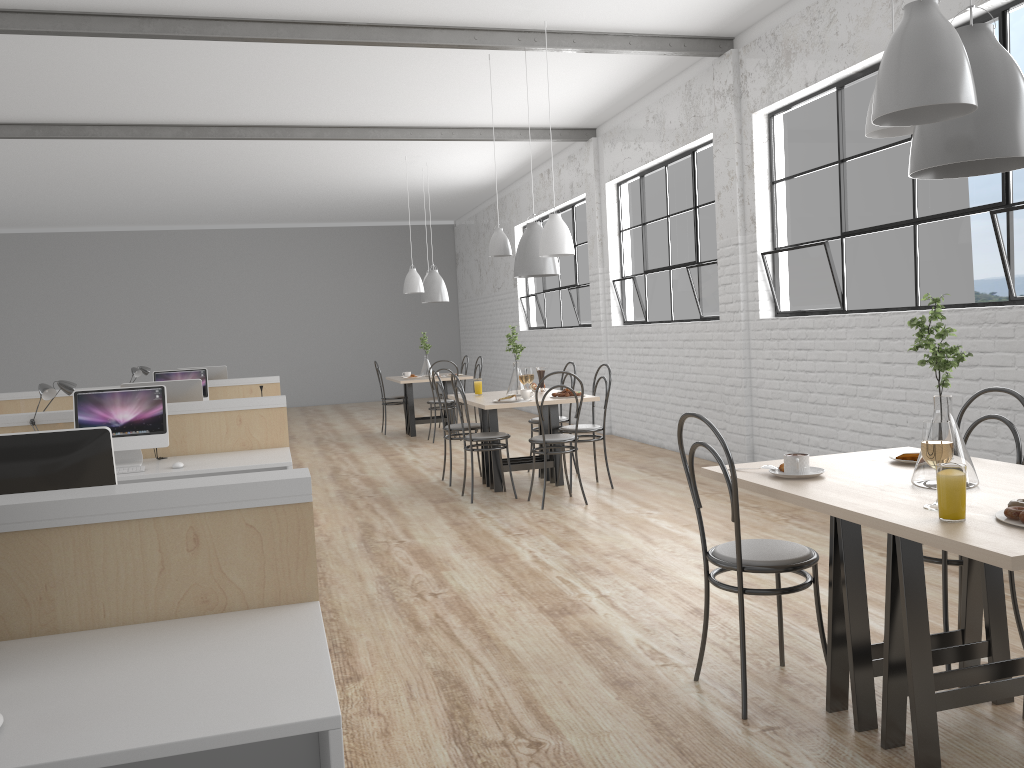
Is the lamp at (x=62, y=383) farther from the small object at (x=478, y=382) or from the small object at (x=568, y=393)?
the small object at (x=568, y=393)

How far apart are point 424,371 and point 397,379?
0.30m

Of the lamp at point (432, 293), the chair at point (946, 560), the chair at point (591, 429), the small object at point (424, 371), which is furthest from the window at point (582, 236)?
the chair at point (946, 560)

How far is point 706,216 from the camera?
5.8m

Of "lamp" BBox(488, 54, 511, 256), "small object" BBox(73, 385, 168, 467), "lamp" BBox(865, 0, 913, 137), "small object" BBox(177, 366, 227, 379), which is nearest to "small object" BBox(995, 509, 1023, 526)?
"lamp" BBox(865, 0, 913, 137)

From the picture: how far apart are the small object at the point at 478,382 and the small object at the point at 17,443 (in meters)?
3.41

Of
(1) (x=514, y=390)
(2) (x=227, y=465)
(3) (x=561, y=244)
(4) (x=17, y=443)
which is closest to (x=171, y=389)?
(2) (x=227, y=465)

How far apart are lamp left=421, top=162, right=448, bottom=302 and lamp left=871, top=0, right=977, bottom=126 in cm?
645

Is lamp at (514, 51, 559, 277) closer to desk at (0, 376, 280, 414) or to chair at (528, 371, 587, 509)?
chair at (528, 371, 587, 509)

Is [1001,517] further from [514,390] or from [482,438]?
[514,390]
